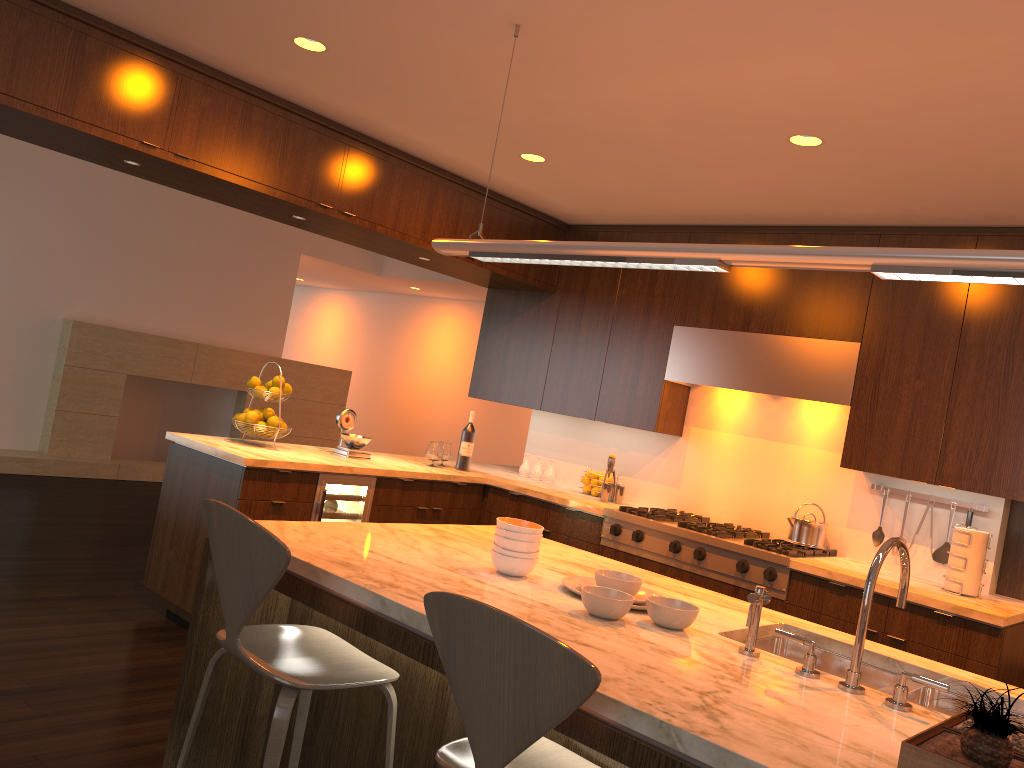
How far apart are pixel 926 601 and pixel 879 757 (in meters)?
2.43

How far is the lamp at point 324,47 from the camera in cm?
339

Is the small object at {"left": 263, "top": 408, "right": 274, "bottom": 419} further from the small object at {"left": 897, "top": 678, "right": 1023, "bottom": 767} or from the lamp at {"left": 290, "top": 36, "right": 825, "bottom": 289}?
the small object at {"left": 897, "top": 678, "right": 1023, "bottom": 767}

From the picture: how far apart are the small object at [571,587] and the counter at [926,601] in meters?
1.9 m

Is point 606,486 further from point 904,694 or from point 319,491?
point 904,694

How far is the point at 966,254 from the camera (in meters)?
1.81

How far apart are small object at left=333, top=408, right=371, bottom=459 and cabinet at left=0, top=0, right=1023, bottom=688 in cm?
33

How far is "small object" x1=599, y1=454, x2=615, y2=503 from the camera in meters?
5.2

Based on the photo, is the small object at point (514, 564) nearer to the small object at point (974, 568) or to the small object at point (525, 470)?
the small object at point (974, 568)

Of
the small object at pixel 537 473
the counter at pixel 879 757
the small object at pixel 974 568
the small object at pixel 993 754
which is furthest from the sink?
the small object at pixel 537 473
